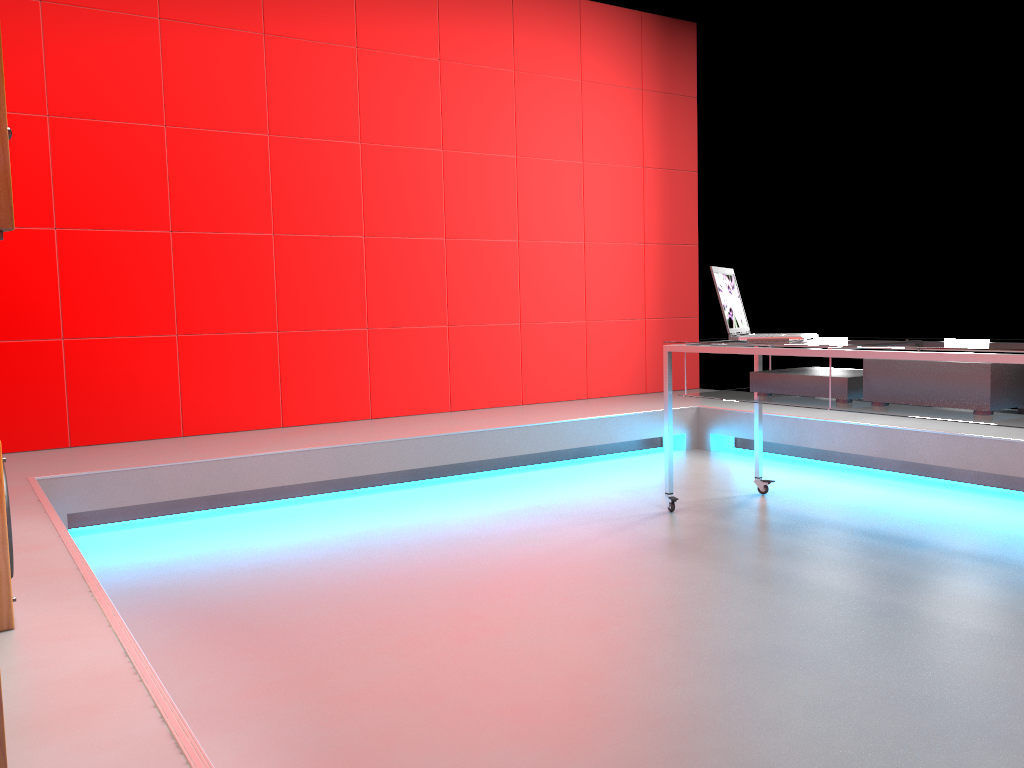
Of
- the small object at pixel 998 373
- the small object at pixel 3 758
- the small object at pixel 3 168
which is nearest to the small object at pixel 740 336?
the small object at pixel 998 373

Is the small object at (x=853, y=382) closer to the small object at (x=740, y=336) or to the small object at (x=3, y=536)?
the small object at (x=740, y=336)

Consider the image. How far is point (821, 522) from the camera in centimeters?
335cm

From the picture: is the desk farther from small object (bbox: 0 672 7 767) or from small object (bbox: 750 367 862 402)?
small object (bbox: 0 672 7 767)

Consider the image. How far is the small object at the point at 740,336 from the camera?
3.33m

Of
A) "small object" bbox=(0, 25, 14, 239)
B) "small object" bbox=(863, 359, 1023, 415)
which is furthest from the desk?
"small object" bbox=(0, 25, 14, 239)

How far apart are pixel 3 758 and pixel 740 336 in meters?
2.8 m

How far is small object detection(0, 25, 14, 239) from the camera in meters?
0.6 m

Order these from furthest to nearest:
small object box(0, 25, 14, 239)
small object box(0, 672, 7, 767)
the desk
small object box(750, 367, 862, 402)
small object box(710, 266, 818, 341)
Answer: small object box(710, 266, 818, 341)
small object box(750, 367, 862, 402)
the desk
small object box(0, 672, 7, 767)
small object box(0, 25, 14, 239)

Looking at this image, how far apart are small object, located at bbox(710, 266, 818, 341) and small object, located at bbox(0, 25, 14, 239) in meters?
2.9
